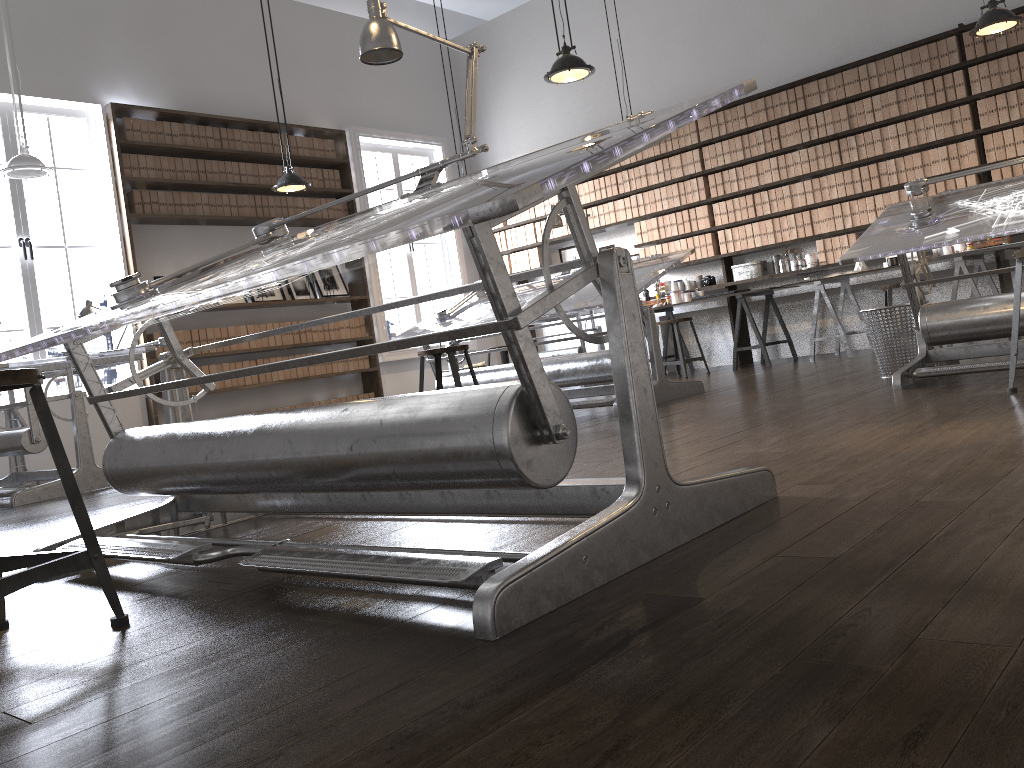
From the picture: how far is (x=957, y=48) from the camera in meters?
6.9 m

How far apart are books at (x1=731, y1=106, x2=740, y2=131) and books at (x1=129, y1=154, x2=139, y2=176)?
5.30m

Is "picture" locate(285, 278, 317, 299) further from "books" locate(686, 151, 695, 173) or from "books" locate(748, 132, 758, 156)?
"books" locate(748, 132, 758, 156)

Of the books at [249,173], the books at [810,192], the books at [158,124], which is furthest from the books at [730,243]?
the books at [158,124]

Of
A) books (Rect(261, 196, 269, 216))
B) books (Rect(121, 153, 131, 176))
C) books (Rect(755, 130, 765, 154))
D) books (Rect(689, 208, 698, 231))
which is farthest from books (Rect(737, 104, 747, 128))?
books (Rect(121, 153, 131, 176))

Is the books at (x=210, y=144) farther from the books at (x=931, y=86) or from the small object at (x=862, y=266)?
the books at (x=931, y=86)

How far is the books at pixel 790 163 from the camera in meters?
7.8 m

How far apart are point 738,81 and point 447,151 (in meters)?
3.46

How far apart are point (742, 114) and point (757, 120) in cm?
16

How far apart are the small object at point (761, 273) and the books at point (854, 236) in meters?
0.9
